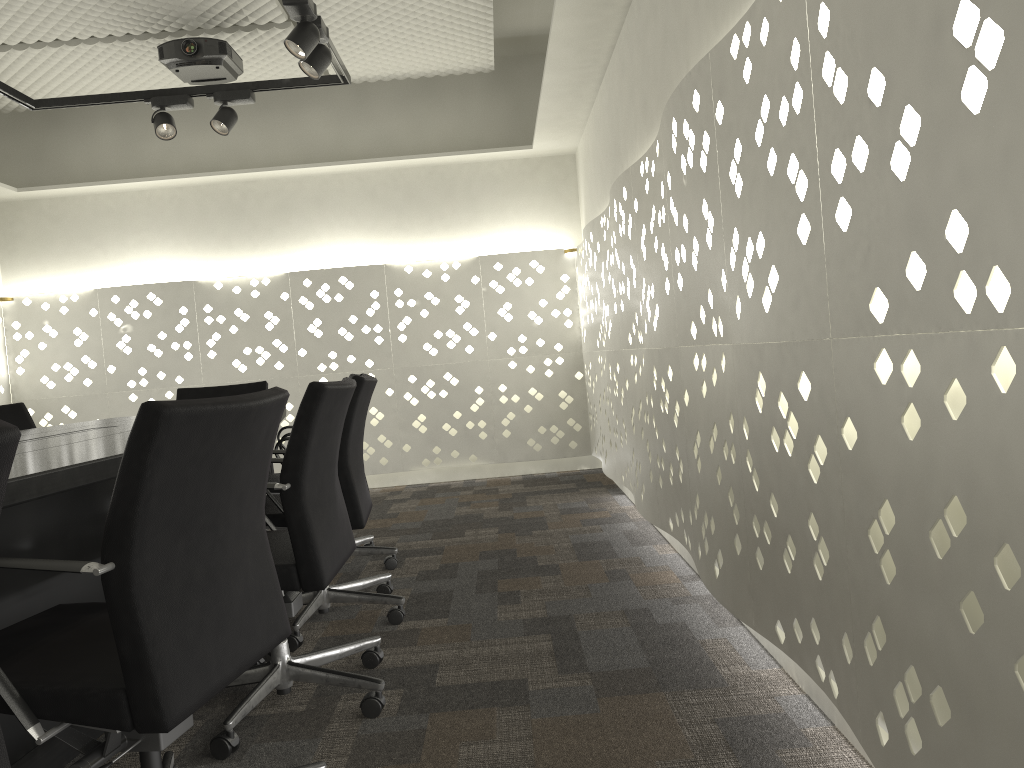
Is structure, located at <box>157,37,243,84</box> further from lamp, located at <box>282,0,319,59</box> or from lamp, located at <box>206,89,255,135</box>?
lamp, located at <box>282,0,319,59</box>

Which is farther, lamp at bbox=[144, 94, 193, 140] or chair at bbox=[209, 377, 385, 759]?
lamp at bbox=[144, 94, 193, 140]

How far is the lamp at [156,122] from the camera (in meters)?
3.95

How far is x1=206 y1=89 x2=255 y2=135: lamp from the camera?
3.96m

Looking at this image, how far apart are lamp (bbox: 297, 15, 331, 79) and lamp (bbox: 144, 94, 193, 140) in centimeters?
90cm

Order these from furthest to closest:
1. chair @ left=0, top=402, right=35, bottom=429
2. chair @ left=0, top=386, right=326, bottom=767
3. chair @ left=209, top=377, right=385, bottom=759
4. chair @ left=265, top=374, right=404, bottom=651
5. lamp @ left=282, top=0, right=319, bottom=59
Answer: chair @ left=0, top=402, right=35, bottom=429, lamp @ left=282, top=0, right=319, bottom=59, chair @ left=265, top=374, right=404, bottom=651, chair @ left=209, top=377, right=385, bottom=759, chair @ left=0, top=386, right=326, bottom=767

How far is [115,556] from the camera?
1.19m

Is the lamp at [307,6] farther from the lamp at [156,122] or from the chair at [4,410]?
the chair at [4,410]

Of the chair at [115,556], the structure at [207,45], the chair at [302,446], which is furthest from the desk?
the structure at [207,45]

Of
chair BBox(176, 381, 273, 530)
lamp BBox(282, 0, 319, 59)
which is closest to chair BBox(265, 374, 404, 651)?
lamp BBox(282, 0, 319, 59)
